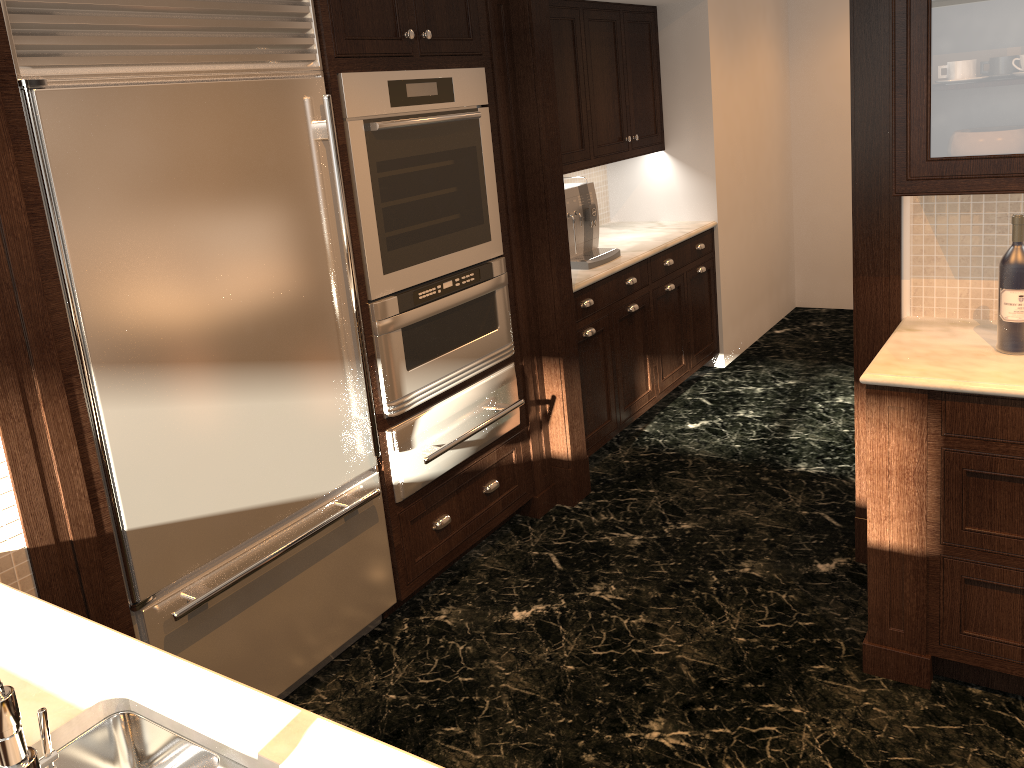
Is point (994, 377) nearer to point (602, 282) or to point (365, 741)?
point (365, 741)

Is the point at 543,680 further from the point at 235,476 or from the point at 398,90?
the point at 398,90

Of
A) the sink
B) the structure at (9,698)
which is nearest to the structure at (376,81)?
the sink

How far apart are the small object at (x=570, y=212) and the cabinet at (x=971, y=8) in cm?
177

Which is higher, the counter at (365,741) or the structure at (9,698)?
the structure at (9,698)

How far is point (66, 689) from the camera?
1.4m

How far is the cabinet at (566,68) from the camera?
4.2 meters

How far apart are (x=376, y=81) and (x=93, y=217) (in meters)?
1.04

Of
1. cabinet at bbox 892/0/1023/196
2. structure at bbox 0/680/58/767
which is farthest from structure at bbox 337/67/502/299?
structure at bbox 0/680/58/767

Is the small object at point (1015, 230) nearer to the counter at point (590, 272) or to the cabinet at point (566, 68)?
the counter at point (590, 272)
